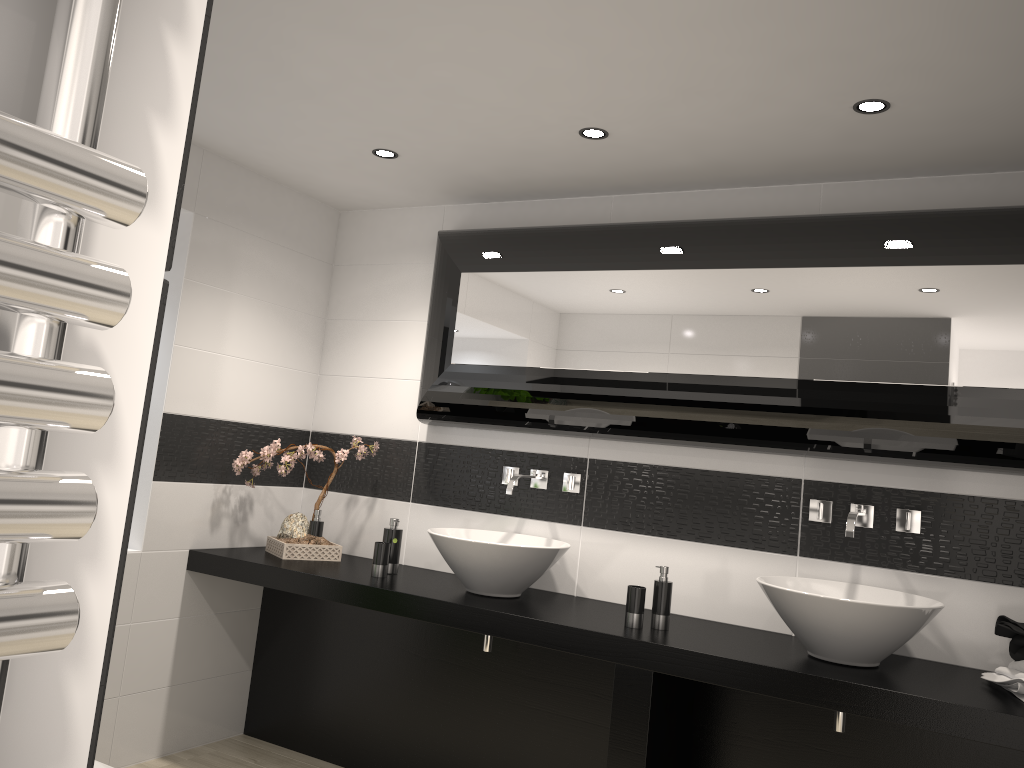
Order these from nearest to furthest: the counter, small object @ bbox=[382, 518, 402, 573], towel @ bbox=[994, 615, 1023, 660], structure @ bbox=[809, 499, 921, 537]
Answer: the counter
towel @ bbox=[994, 615, 1023, 660]
structure @ bbox=[809, 499, 921, 537]
small object @ bbox=[382, 518, 402, 573]

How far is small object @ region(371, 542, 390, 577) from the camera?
3.5 meters

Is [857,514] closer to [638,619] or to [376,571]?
[638,619]

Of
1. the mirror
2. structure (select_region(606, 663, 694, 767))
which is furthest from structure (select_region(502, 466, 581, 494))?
structure (select_region(606, 663, 694, 767))

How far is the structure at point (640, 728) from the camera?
2.75m

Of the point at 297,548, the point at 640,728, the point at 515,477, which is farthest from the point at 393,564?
the point at 640,728

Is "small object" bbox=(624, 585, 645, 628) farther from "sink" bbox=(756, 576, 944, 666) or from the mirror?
the mirror

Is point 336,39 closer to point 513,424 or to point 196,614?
point 513,424

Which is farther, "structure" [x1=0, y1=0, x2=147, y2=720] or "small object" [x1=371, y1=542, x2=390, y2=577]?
"small object" [x1=371, y1=542, x2=390, y2=577]

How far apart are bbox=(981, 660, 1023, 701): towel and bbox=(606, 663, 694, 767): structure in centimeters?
92cm
